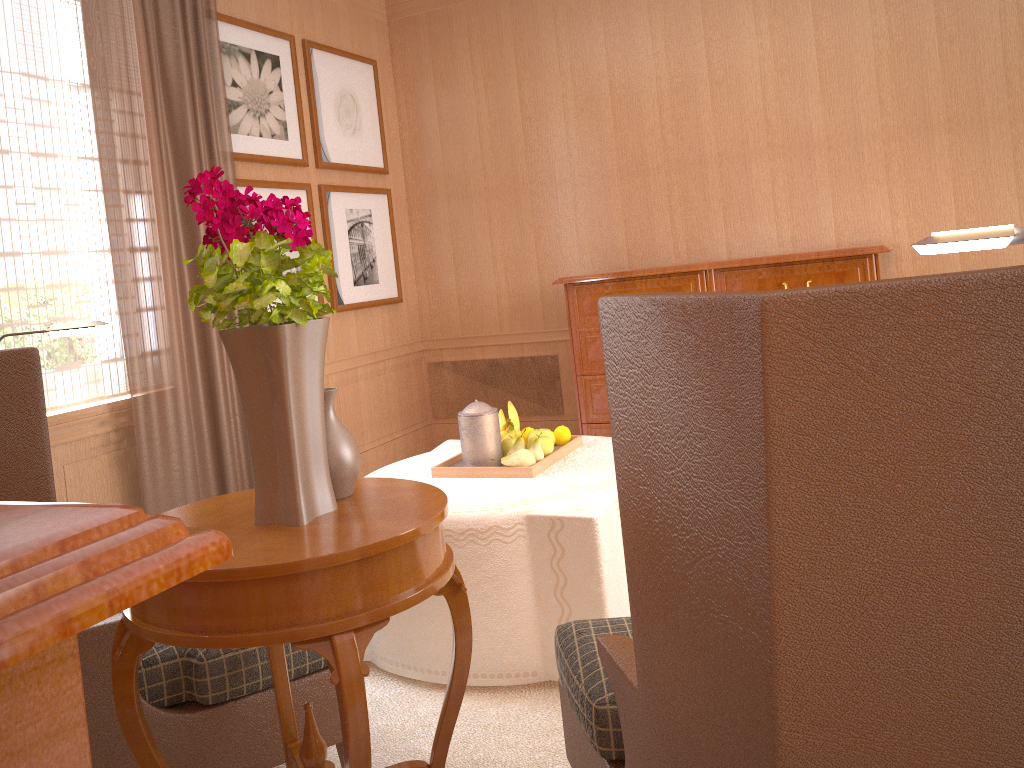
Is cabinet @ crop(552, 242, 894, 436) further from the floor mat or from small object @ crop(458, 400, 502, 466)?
the floor mat

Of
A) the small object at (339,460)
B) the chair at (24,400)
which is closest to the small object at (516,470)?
the chair at (24,400)

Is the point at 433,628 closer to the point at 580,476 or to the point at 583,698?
the point at 580,476

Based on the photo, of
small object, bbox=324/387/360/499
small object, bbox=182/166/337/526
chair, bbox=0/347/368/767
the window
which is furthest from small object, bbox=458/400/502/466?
the window

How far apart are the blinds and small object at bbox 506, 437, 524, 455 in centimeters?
279cm

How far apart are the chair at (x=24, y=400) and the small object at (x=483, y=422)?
1.8 meters

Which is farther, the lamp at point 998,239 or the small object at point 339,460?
the small object at point 339,460

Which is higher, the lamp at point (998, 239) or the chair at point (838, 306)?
the lamp at point (998, 239)

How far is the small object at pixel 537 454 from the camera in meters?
5.1

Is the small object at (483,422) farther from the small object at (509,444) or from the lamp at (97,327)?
the lamp at (97,327)
